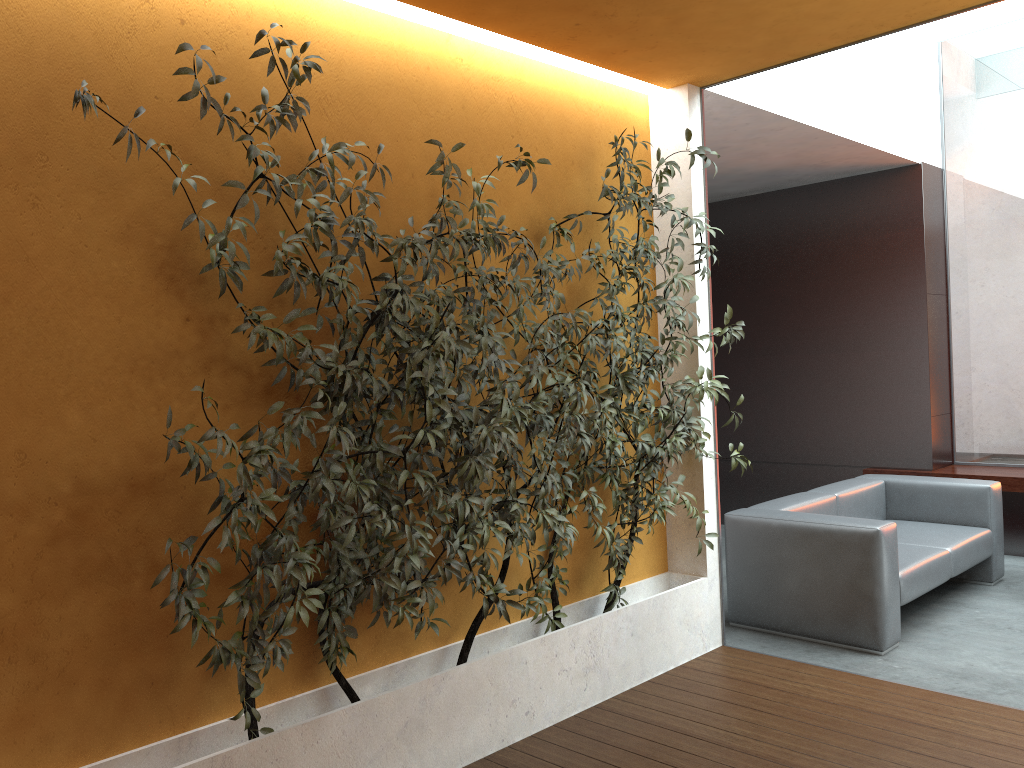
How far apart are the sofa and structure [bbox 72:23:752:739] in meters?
0.7

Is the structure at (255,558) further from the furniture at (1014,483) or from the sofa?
the furniture at (1014,483)

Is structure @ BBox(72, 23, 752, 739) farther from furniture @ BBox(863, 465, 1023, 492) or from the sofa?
furniture @ BBox(863, 465, 1023, 492)

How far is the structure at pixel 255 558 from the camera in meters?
2.7

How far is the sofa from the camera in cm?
456

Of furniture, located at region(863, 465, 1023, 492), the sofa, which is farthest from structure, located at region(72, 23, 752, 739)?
furniture, located at region(863, 465, 1023, 492)

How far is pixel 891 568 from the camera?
4.6 meters

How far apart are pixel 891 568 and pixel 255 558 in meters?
3.3

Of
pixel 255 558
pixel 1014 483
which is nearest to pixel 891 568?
pixel 1014 483

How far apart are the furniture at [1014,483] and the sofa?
0.8m
